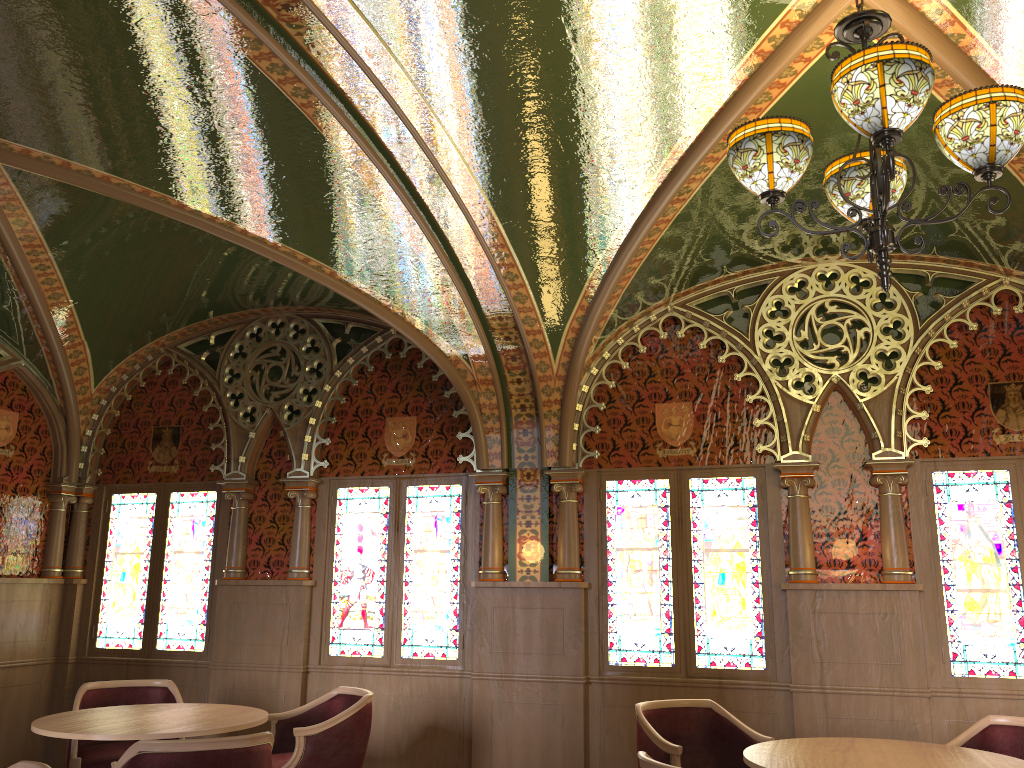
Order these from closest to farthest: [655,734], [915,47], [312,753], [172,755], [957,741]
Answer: [915,47]
[172,755]
[957,741]
[655,734]
[312,753]

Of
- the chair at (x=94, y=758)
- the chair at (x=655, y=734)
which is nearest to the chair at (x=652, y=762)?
the chair at (x=655, y=734)

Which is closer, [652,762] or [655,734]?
[652,762]

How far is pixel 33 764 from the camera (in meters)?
2.99

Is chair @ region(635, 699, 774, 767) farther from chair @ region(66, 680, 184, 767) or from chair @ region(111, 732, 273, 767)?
chair @ region(66, 680, 184, 767)

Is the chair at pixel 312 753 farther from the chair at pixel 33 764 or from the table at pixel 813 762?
the table at pixel 813 762

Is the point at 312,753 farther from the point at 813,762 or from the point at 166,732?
the point at 813,762

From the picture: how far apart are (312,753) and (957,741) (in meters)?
3.25

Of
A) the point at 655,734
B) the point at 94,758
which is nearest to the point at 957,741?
the point at 655,734

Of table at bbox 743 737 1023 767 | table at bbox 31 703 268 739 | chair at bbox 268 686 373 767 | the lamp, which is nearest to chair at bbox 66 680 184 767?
table at bbox 31 703 268 739
